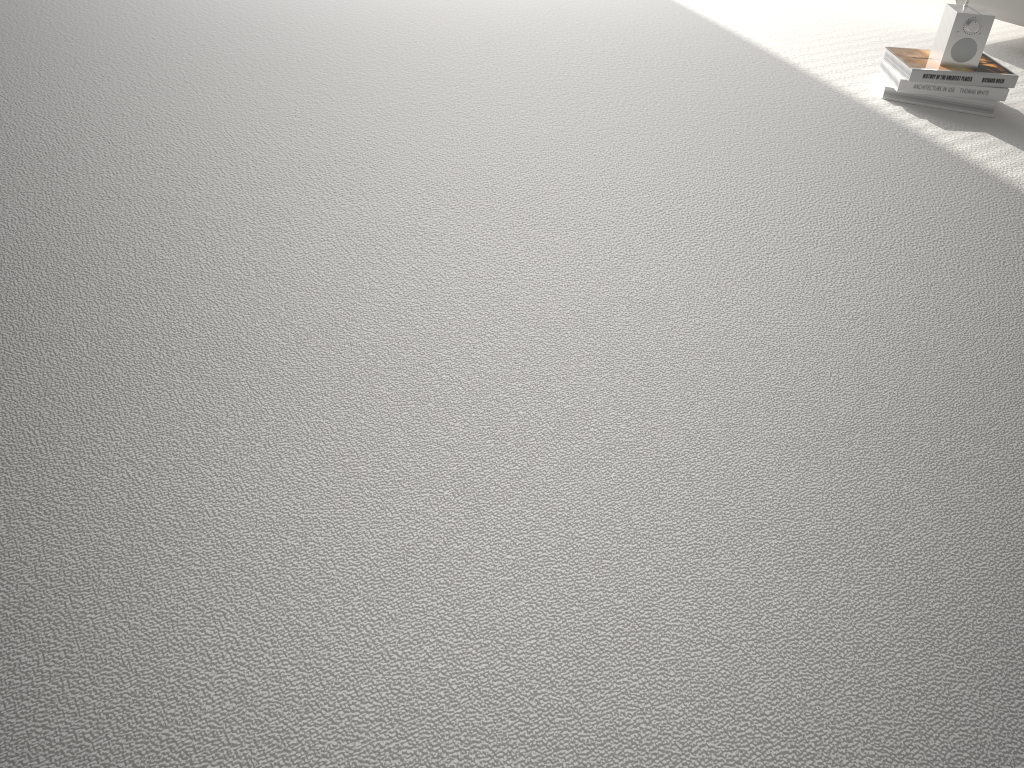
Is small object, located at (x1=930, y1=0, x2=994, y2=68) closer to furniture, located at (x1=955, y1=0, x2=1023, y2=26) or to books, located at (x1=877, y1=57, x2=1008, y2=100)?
books, located at (x1=877, y1=57, x2=1008, y2=100)

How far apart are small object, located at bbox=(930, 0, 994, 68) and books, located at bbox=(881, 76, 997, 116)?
0.08m

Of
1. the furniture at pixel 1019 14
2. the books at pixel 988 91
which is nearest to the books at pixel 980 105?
the books at pixel 988 91

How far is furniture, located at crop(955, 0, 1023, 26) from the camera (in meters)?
2.57

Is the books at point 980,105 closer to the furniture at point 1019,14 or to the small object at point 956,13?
the small object at point 956,13

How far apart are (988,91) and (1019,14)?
0.6 meters

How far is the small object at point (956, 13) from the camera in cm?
208

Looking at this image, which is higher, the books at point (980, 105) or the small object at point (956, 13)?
the small object at point (956, 13)

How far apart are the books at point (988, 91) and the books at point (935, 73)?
0.0m

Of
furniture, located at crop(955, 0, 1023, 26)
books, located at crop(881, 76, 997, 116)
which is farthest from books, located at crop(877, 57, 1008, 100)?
furniture, located at crop(955, 0, 1023, 26)
